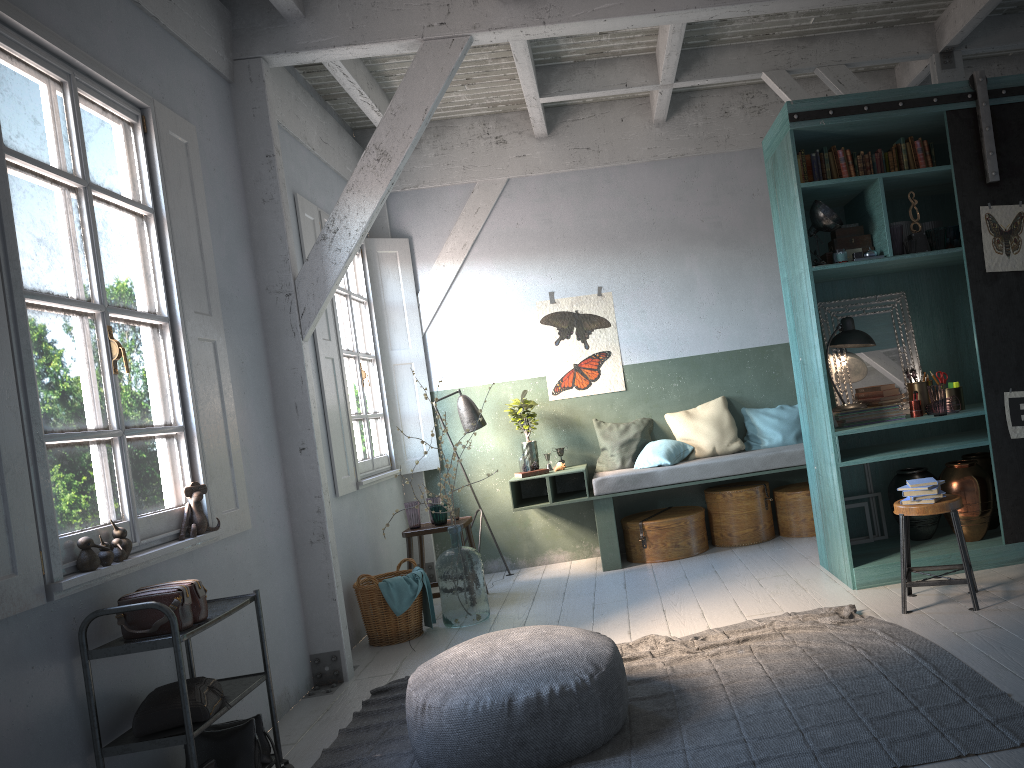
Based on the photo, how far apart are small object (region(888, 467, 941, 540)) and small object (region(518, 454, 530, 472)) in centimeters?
307cm

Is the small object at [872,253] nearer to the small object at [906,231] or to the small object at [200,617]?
the small object at [906,231]

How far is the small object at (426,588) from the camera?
6.56m

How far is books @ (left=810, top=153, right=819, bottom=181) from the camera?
→ 5.89m

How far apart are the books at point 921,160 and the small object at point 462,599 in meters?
4.2 m

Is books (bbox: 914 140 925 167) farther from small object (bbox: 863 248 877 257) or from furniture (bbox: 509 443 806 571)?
furniture (bbox: 509 443 806 571)

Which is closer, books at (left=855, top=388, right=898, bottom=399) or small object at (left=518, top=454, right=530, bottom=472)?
books at (left=855, top=388, right=898, bottom=399)

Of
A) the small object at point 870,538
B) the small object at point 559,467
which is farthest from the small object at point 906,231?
the small object at point 559,467

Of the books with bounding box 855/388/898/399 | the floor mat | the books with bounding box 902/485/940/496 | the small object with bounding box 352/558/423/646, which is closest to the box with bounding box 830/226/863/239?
the books with bounding box 855/388/898/399

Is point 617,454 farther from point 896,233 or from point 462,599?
point 896,233
